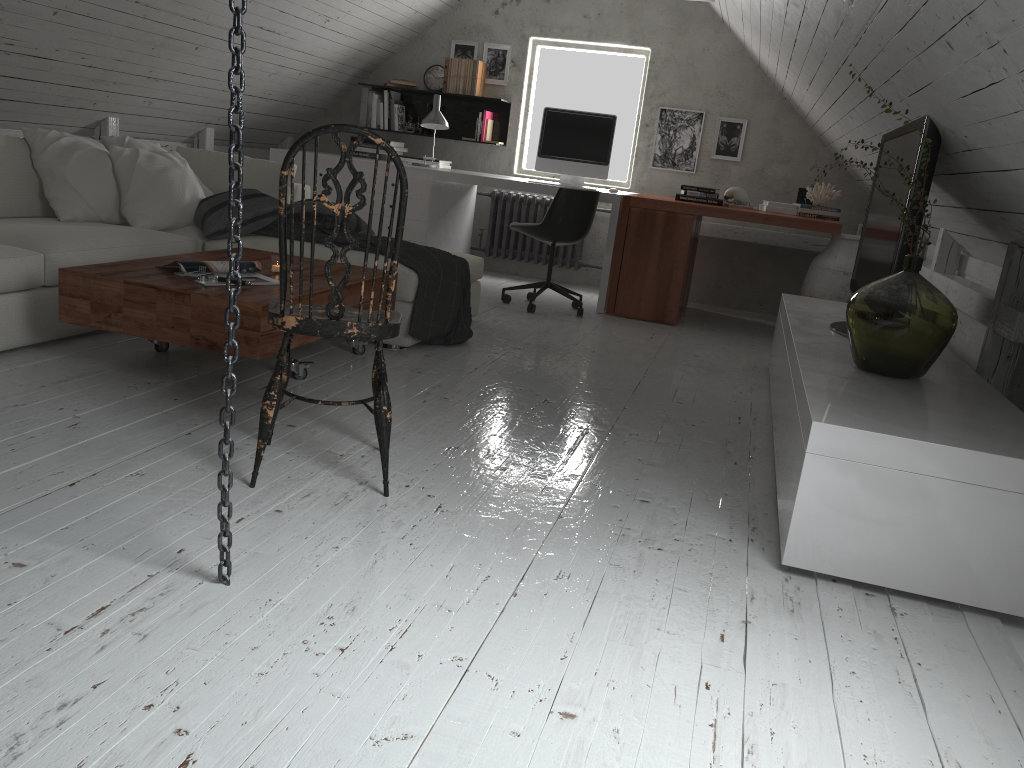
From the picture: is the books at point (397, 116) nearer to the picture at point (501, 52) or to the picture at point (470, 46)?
the picture at point (470, 46)

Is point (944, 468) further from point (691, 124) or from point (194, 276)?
point (691, 124)

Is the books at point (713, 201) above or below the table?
above

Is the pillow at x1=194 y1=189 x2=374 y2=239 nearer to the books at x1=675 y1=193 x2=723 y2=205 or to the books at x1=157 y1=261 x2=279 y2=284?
the books at x1=157 y1=261 x2=279 y2=284

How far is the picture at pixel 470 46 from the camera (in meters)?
6.74

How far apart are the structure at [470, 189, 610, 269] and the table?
3.21m

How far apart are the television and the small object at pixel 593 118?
2.22m

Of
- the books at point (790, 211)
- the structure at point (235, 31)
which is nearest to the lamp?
the books at point (790, 211)

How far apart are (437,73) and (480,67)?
0.4m

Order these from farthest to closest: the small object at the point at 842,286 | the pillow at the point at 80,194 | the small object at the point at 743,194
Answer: the small object at the point at 743,194 → the small object at the point at 842,286 → the pillow at the point at 80,194
